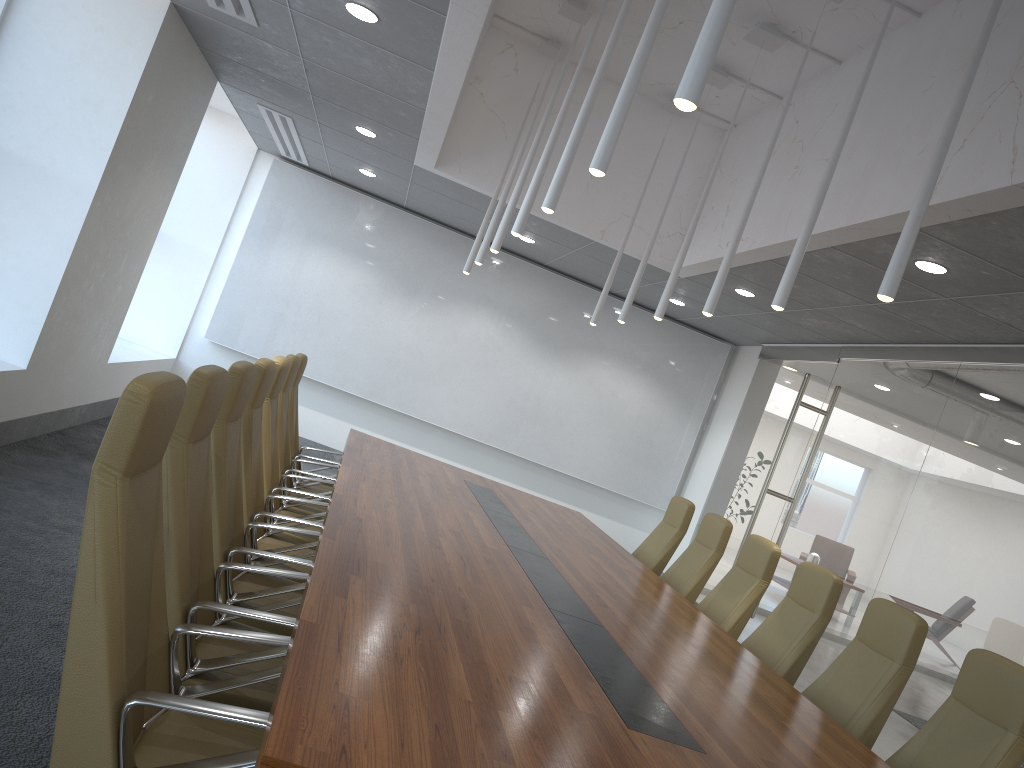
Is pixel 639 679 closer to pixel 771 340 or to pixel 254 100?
pixel 254 100

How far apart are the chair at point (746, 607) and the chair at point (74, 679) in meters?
3.8 m

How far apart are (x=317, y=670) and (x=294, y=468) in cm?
486

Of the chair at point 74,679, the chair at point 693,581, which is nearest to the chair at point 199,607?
the chair at point 74,679

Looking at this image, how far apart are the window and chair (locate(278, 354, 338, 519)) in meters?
3.2 m

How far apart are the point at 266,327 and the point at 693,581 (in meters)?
6.87

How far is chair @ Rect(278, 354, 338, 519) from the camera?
6.14m

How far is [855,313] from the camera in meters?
8.0 m

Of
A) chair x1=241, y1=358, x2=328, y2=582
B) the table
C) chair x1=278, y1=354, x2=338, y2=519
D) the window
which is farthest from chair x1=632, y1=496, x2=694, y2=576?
the window

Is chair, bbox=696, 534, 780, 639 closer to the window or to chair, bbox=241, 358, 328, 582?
chair, bbox=241, 358, 328, 582
